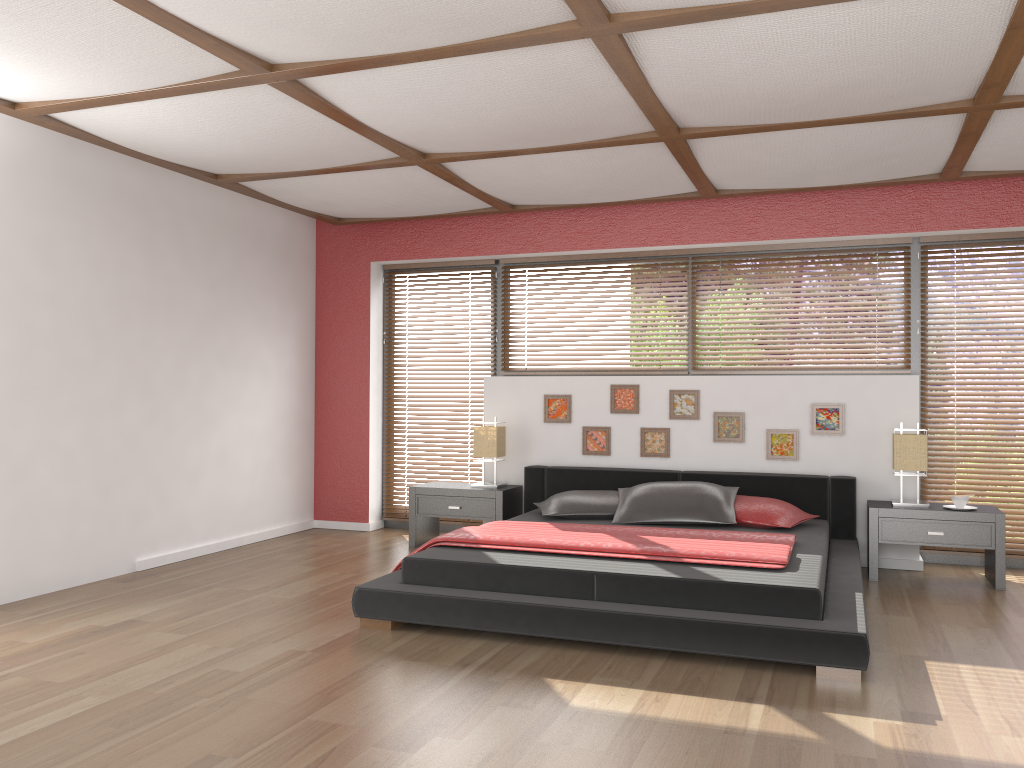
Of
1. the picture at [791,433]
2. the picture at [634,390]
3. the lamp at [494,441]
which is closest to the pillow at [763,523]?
the picture at [791,433]

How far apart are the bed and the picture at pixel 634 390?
0.4 meters

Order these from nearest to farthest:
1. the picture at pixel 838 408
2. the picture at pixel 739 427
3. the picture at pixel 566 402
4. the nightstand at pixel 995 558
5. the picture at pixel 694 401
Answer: the nightstand at pixel 995 558 < the picture at pixel 838 408 < the picture at pixel 739 427 < the picture at pixel 694 401 < the picture at pixel 566 402

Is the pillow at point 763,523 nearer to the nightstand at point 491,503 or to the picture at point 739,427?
the picture at point 739,427

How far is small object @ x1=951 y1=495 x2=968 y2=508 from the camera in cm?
506

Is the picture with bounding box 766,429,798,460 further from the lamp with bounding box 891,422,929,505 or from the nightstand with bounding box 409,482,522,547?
the nightstand with bounding box 409,482,522,547

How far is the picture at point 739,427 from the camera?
5.8 meters

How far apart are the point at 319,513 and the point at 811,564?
4.2 meters

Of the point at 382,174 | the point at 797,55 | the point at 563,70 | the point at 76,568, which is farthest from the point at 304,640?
the point at 797,55

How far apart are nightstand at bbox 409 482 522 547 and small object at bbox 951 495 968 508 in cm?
274
